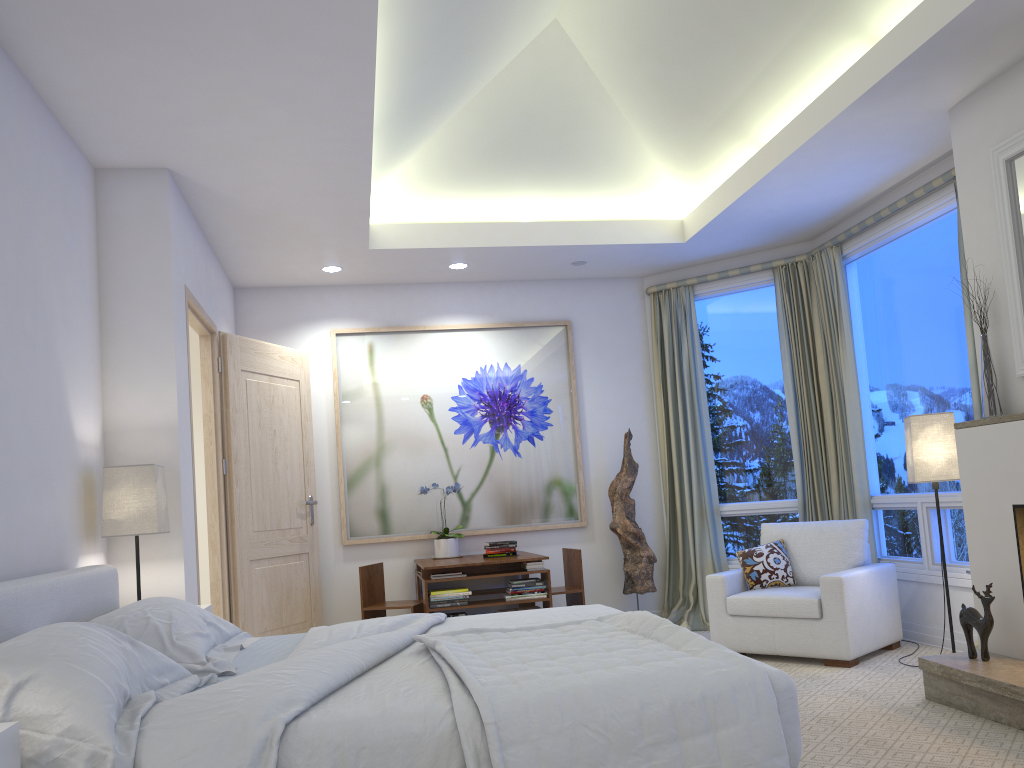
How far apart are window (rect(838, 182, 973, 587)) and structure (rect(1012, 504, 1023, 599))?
1.1m

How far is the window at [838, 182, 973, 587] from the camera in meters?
4.6

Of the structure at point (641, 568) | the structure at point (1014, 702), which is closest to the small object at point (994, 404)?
the structure at point (1014, 702)

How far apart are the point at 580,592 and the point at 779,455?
1.6m

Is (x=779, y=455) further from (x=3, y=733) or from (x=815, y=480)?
(x=3, y=733)

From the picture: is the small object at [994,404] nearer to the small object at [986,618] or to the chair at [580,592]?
the small object at [986,618]

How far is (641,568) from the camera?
5.9m

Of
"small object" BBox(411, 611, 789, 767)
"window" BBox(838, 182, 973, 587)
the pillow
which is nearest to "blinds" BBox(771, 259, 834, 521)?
"window" BBox(838, 182, 973, 587)

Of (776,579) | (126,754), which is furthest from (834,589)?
(126,754)

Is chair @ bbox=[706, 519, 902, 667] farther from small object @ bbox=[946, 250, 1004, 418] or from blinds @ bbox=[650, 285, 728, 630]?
small object @ bbox=[946, 250, 1004, 418]
